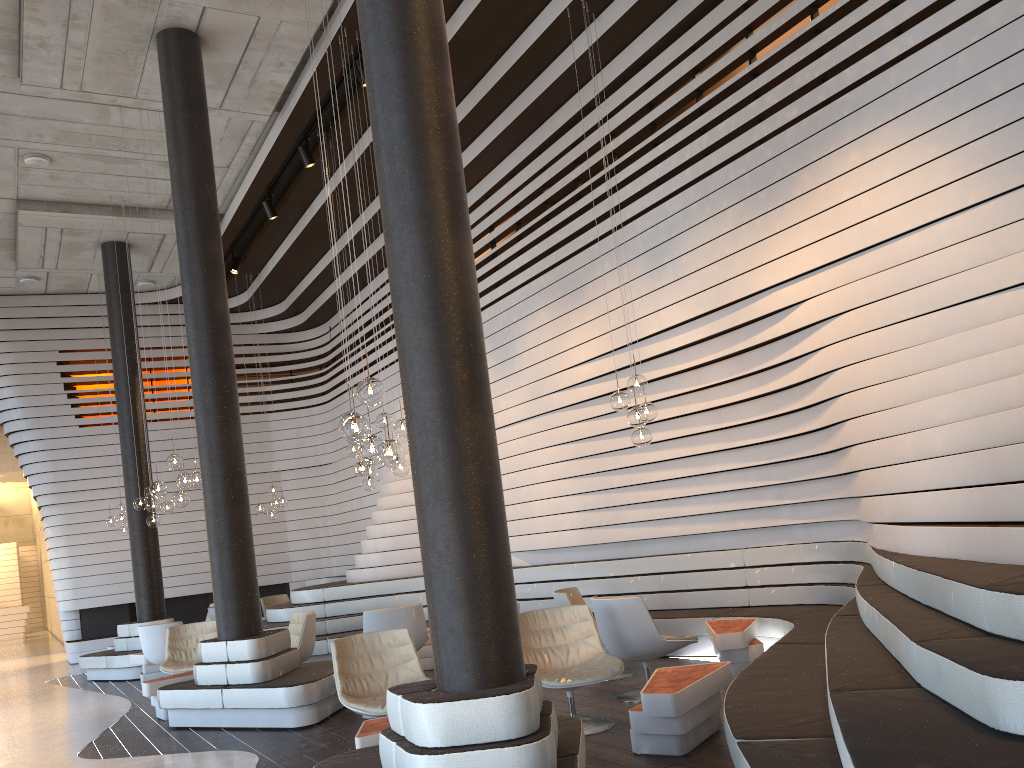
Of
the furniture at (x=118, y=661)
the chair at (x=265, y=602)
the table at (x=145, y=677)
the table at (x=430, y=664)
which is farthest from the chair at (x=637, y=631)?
the chair at (x=265, y=602)

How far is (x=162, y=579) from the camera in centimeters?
1205cm

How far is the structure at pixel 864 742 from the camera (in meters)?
2.61

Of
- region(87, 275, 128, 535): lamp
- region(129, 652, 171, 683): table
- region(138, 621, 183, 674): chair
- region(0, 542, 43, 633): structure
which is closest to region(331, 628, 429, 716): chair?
region(138, 621, 183, 674): chair

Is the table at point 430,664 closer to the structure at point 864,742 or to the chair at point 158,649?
the structure at point 864,742

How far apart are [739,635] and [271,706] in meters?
3.5

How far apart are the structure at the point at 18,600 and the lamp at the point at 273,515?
17.7 meters

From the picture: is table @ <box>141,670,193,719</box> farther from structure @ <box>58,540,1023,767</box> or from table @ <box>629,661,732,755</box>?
table @ <box>629,661,732,755</box>

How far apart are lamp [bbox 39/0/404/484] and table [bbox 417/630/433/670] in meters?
4.3

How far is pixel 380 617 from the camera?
7.90m
